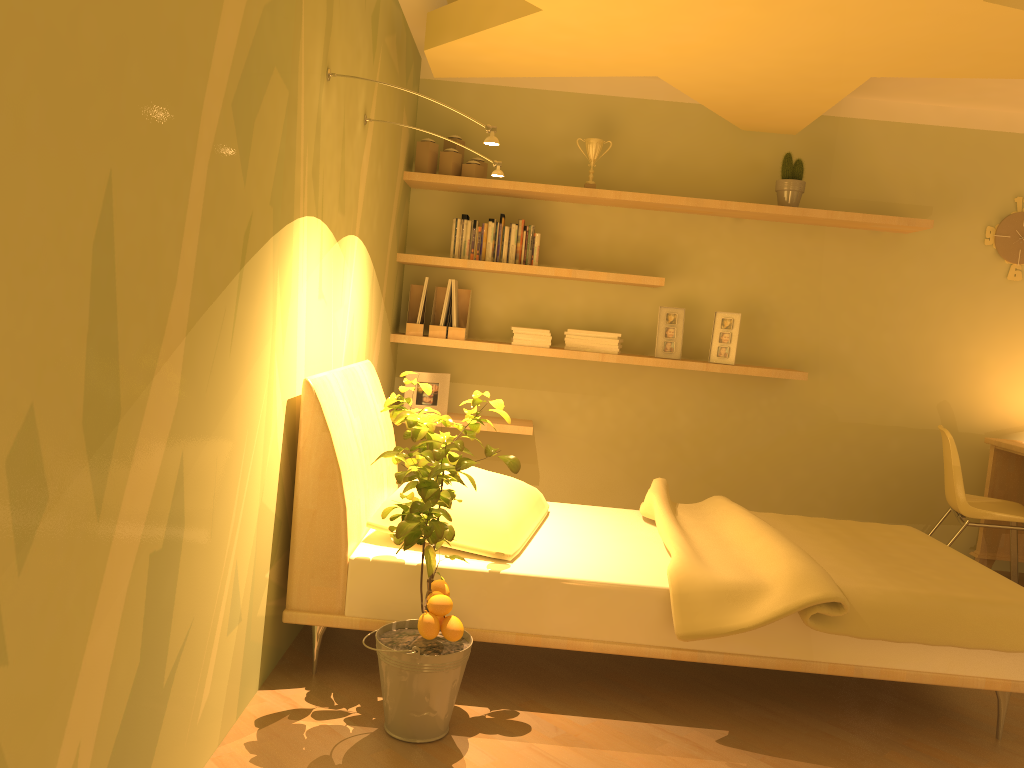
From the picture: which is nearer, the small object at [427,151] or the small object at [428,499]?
the small object at [428,499]

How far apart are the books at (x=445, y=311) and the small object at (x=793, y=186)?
1.7 meters

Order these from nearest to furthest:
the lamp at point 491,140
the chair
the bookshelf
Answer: the lamp at point 491,140, the chair, the bookshelf

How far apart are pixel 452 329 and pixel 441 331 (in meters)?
0.06

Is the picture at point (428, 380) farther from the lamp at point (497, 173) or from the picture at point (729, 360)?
the lamp at point (497, 173)

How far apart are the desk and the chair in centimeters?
21cm

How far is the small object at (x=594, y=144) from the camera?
4.45m

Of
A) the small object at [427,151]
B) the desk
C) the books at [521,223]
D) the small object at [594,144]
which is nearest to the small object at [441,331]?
the books at [521,223]

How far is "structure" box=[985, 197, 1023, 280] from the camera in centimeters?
460cm

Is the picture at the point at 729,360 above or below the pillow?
above
